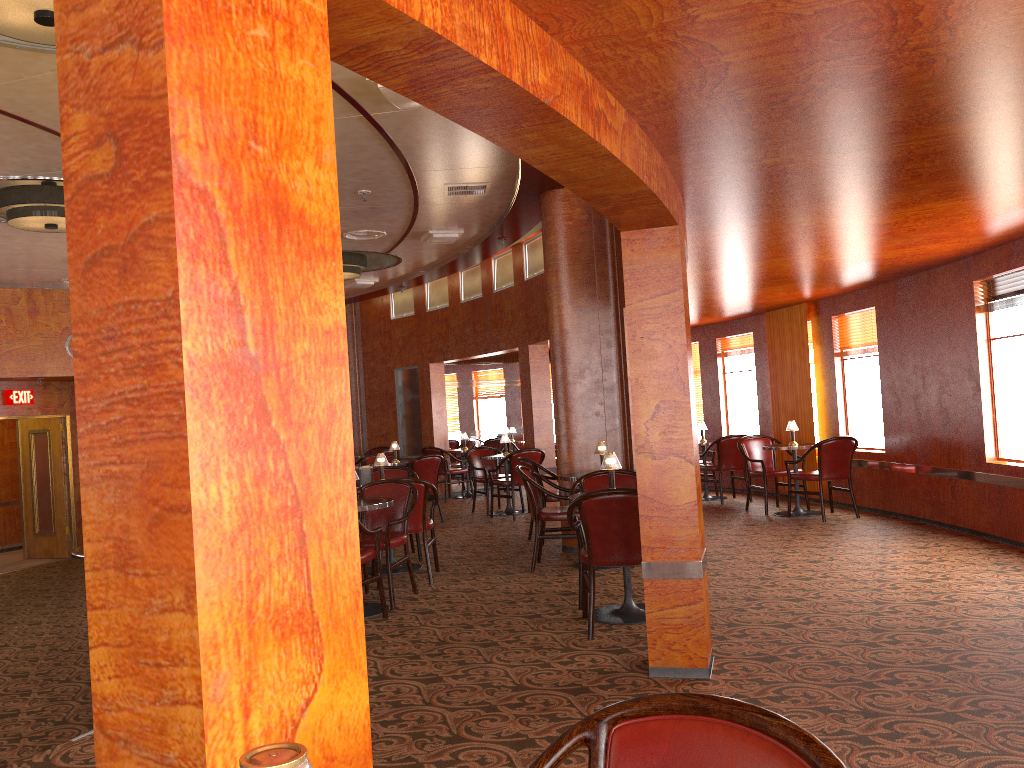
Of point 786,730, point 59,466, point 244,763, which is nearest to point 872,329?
point 786,730

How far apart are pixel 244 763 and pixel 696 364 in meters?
12.0

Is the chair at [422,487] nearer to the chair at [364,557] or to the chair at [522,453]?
the chair at [364,557]

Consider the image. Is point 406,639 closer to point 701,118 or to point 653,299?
point 653,299

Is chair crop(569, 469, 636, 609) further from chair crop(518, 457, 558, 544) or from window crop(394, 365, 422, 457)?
window crop(394, 365, 422, 457)

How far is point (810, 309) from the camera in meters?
9.9 m

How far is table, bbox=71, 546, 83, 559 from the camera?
5.4 meters

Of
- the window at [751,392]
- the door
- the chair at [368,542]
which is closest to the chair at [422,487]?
the chair at [368,542]

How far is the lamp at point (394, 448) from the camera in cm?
1084

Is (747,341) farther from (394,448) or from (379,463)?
(379,463)
